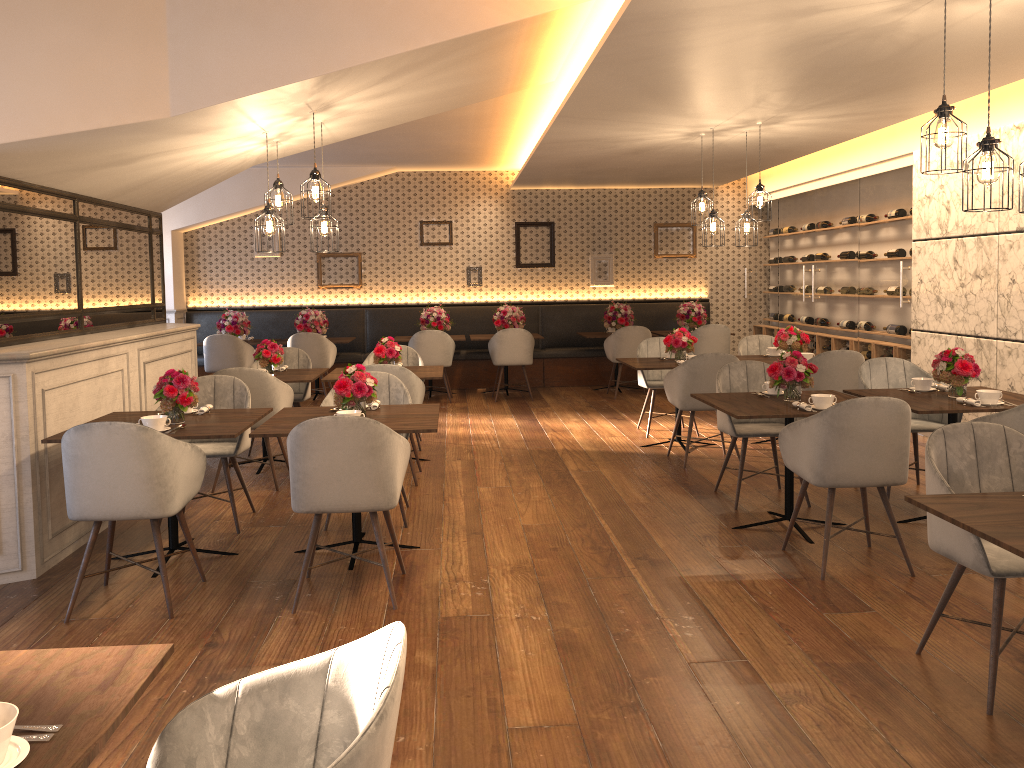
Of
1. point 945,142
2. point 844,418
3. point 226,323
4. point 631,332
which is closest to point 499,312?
point 631,332

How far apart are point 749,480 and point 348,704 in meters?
5.0

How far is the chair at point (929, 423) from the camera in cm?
569

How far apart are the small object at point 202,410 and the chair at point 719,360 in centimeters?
341cm

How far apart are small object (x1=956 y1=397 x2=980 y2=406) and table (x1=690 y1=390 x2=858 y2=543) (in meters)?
0.64

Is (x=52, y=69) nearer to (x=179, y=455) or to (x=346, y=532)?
(x=179, y=455)

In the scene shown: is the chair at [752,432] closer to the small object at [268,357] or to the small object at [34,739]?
the small object at [268,357]

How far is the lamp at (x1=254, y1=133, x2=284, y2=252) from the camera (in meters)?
5.49

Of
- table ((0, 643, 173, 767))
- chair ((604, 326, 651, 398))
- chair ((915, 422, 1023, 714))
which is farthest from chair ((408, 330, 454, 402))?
table ((0, 643, 173, 767))

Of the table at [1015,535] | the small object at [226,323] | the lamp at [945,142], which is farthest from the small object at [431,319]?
the table at [1015,535]
